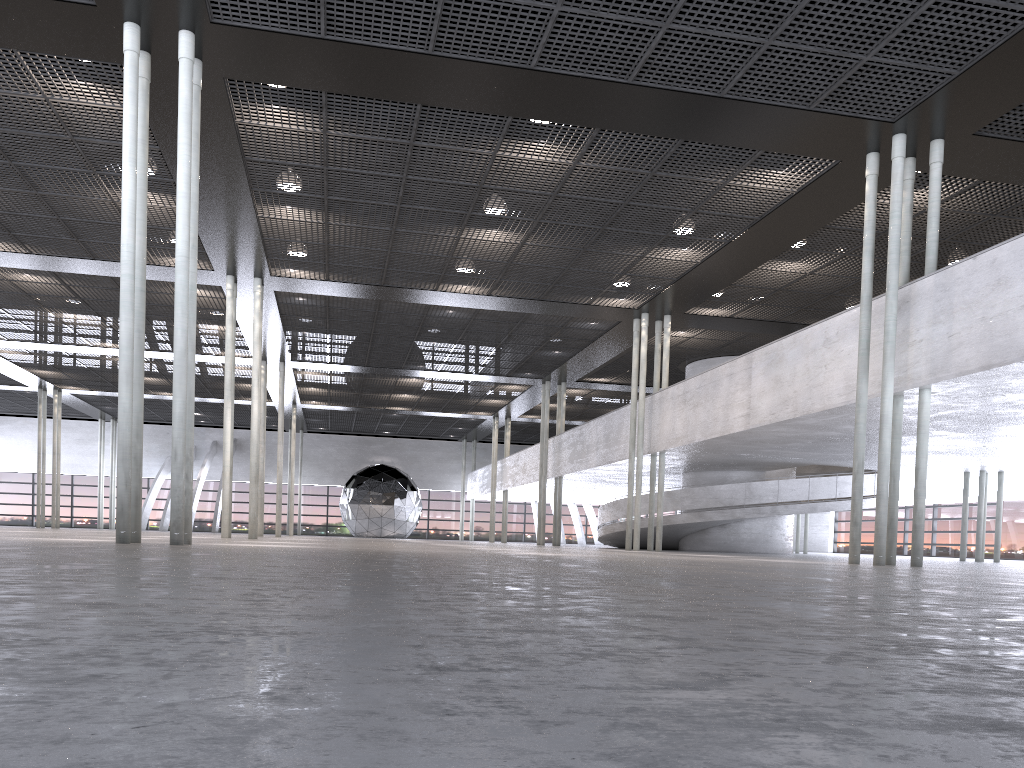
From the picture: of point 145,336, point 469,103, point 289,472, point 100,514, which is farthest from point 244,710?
point 100,514

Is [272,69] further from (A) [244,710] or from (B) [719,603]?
(A) [244,710]
